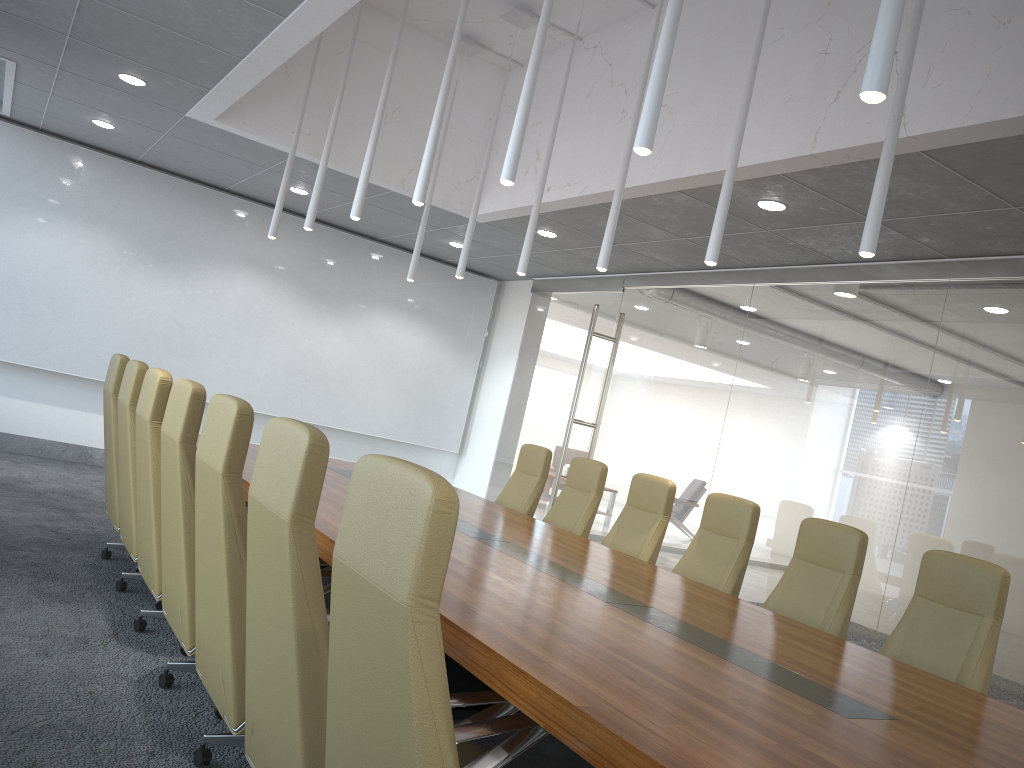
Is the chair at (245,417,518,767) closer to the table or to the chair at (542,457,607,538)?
the table

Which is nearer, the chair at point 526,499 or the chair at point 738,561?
the chair at point 738,561

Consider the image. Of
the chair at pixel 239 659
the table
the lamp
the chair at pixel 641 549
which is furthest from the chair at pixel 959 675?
the chair at pixel 239 659

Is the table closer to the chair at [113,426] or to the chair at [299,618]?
the chair at [299,618]

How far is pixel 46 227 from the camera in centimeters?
961cm

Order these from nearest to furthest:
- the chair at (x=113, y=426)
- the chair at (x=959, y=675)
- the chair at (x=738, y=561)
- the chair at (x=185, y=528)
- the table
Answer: the table, the chair at (x=185, y=528), the chair at (x=959, y=675), the chair at (x=738, y=561), the chair at (x=113, y=426)

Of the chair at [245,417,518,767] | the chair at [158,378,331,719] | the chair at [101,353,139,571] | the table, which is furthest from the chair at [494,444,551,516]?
the chair at [245,417,518,767]

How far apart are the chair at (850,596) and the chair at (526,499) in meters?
2.7

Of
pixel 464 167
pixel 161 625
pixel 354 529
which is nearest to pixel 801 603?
pixel 161 625

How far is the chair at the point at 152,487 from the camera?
4.5 meters
